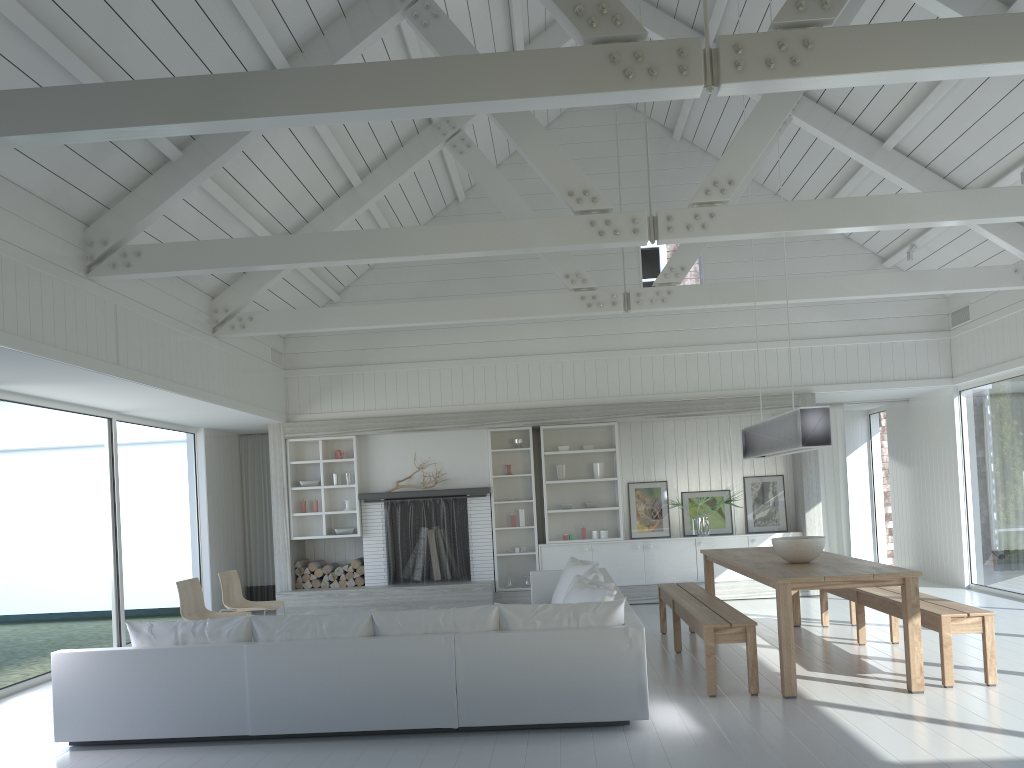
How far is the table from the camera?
5.4m

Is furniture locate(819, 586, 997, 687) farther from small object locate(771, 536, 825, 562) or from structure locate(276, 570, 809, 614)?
structure locate(276, 570, 809, 614)

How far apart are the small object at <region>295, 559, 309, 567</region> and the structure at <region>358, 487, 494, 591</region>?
0.84m

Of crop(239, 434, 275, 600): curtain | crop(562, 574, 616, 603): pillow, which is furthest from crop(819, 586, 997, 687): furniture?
crop(239, 434, 275, 600): curtain

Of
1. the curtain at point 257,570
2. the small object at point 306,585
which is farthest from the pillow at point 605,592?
the curtain at point 257,570

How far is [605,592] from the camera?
5.65m

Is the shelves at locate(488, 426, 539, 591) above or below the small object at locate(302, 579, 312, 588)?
above

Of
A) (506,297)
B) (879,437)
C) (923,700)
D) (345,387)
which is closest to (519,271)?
(506,297)

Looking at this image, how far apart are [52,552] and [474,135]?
8.7 meters

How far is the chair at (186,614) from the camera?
7.38m
